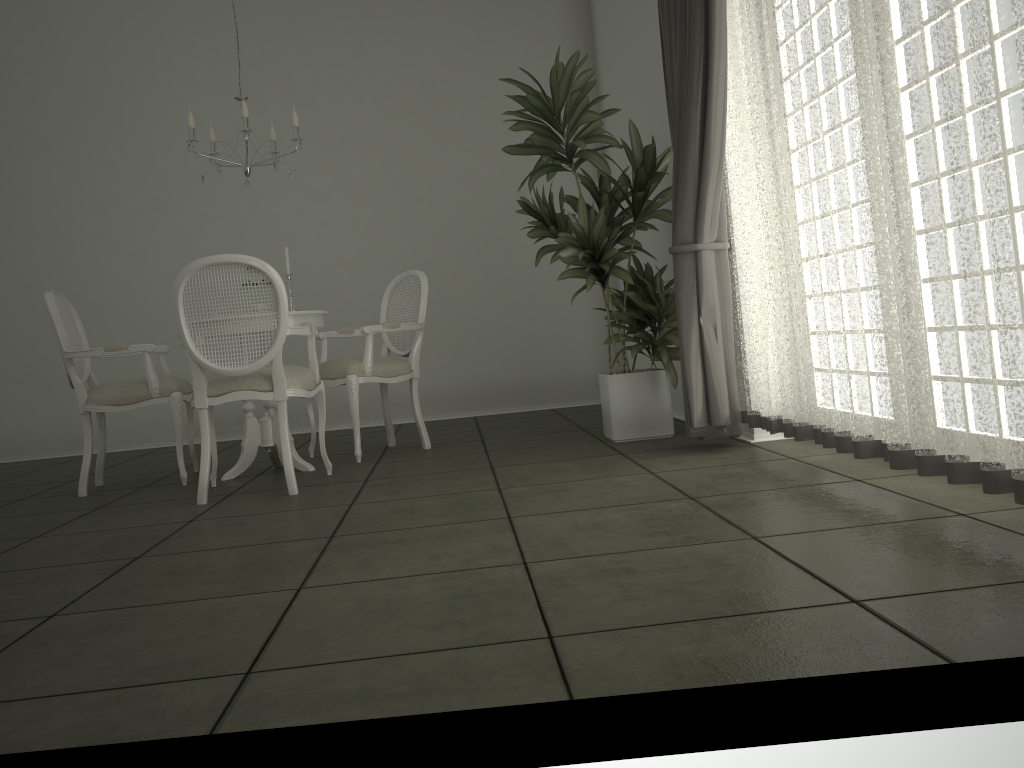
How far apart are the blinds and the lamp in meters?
1.9

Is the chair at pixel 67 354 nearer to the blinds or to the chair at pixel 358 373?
the chair at pixel 358 373

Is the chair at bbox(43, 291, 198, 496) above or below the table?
above

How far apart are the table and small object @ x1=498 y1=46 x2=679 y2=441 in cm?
118

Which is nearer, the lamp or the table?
the lamp

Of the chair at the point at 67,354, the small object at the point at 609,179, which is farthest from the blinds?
the chair at the point at 67,354

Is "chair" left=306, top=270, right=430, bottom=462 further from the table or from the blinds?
the blinds

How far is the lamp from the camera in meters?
4.4

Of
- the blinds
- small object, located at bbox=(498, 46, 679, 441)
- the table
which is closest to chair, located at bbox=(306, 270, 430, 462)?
the table

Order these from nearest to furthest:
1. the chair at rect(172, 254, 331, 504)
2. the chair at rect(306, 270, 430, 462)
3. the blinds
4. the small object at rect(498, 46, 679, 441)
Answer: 1. the blinds
2. the chair at rect(172, 254, 331, 504)
3. the small object at rect(498, 46, 679, 441)
4. the chair at rect(306, 270, 430, 462)
